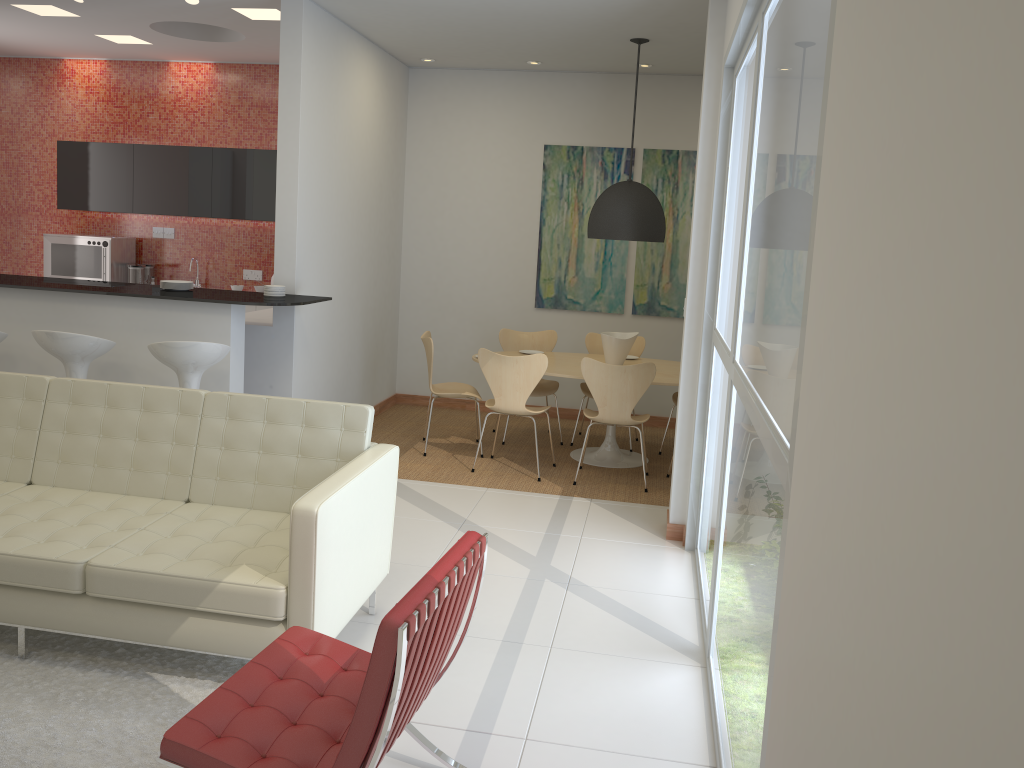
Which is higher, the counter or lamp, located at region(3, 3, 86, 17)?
lamp, located at region(3, 3, 86, 17)

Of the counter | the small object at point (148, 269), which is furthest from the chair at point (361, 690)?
the small object at point (148, 269)

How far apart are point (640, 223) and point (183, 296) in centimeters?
318cm

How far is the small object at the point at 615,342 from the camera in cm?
675

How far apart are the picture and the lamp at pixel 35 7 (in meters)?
3.96

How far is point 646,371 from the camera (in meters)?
6.01

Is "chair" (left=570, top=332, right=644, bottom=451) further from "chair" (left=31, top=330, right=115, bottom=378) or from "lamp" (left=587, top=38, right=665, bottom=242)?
"chair" (left=31, top=330, right=115, bottom=378)

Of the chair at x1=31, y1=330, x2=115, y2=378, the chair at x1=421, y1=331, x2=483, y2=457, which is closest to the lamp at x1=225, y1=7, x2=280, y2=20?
the chair at x1=421, y1=331, x2=483, y2=457

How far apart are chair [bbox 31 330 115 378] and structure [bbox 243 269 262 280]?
3.5m

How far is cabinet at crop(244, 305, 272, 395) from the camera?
6.1m
